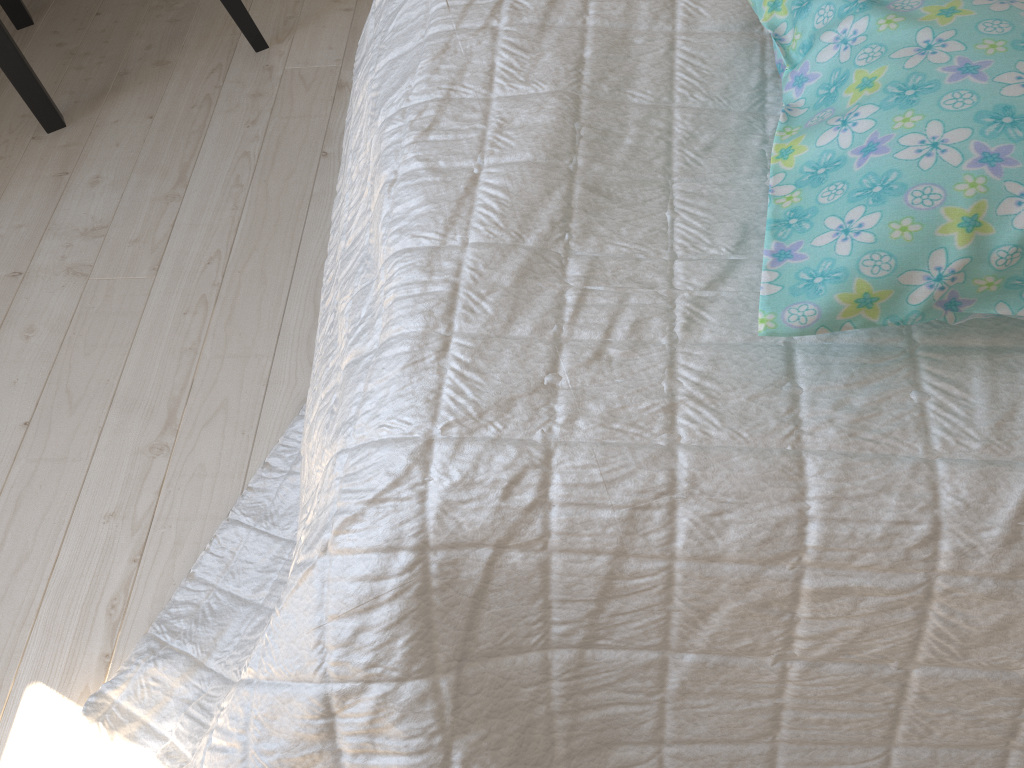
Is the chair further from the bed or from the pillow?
the pillow

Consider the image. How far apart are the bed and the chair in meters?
0.7

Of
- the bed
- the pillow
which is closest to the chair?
the bed

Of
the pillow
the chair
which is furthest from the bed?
the chair

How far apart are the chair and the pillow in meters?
1.1

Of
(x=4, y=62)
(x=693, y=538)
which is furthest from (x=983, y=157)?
(x=4, y=62)

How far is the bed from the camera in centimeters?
58cm

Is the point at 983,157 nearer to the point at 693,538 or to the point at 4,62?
the point at 693,538

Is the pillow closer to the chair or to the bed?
the bed

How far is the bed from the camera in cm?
58
